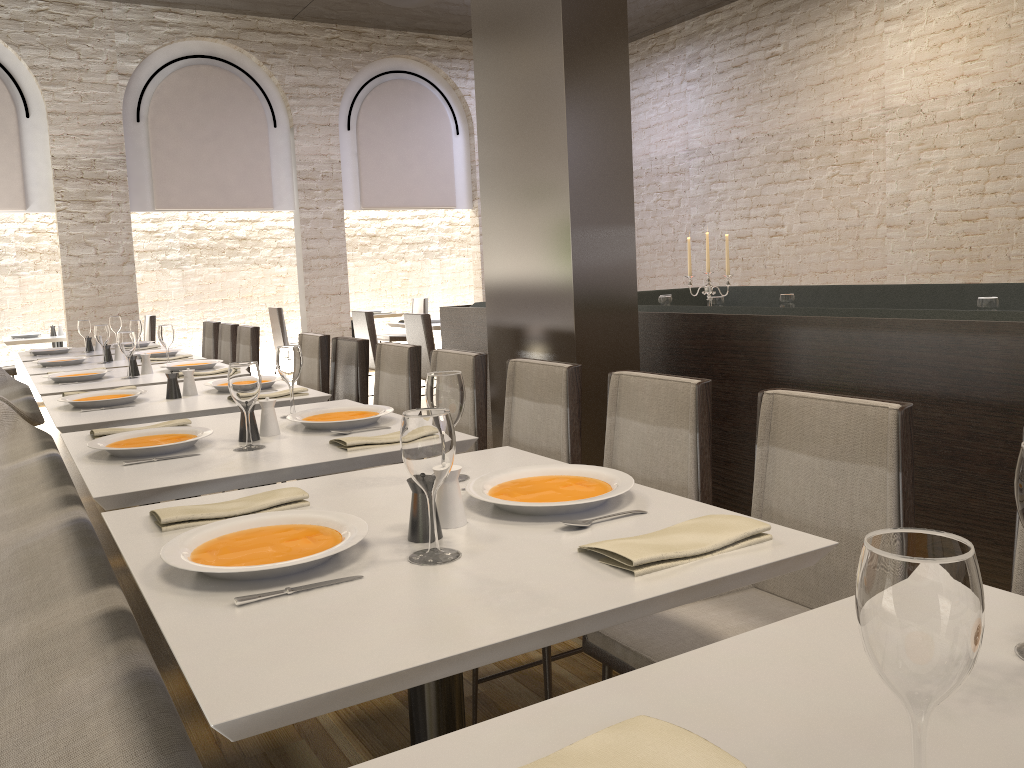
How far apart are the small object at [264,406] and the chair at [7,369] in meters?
7.3 m

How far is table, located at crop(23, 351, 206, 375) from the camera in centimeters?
500cm

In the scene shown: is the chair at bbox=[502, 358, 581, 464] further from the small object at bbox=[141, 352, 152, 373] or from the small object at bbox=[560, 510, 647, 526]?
the small object at bbox=[141, 352, 152, 373]

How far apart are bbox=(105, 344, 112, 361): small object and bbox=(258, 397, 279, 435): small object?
3.33m

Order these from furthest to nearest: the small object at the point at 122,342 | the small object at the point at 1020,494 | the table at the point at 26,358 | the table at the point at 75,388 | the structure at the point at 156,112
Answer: the structure at the point at 156,112, the table at the point at 26,358, the small object at the point at 122,342, the table at the point at 75,388, the small object at the point at 1020,494

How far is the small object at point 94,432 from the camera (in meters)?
2.60

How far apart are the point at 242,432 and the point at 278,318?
7.63m

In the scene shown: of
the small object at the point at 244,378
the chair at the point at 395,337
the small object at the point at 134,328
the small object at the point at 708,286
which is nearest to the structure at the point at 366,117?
the chair at the point at 395,337

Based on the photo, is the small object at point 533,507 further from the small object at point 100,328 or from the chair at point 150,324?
the chair at point 150,324

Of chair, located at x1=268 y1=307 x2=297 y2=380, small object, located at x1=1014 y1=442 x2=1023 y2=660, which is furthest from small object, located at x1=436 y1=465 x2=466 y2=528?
chair, located at x1=268 y1=307 x2=297 y2=380
